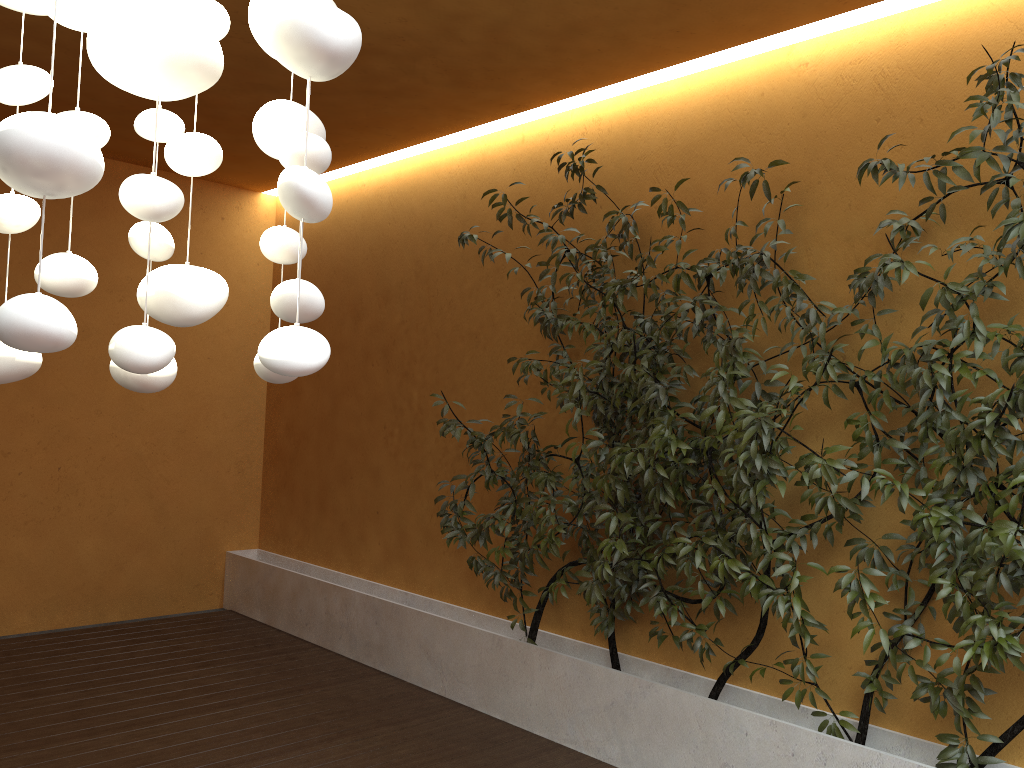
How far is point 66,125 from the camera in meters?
0.9

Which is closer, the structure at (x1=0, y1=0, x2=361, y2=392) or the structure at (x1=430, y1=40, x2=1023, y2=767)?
the structure at (x1=0, y1=0, x2=361, y2=392)

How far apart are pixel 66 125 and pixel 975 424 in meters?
2.6 m

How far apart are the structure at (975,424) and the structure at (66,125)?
1.96m

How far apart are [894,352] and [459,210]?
2.72m

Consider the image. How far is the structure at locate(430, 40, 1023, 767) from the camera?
2.7m

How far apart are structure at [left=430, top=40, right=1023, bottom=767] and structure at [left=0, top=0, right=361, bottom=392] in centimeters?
196cm

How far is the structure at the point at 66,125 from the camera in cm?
88

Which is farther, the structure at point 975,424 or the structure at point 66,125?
the structure at point 975,424
